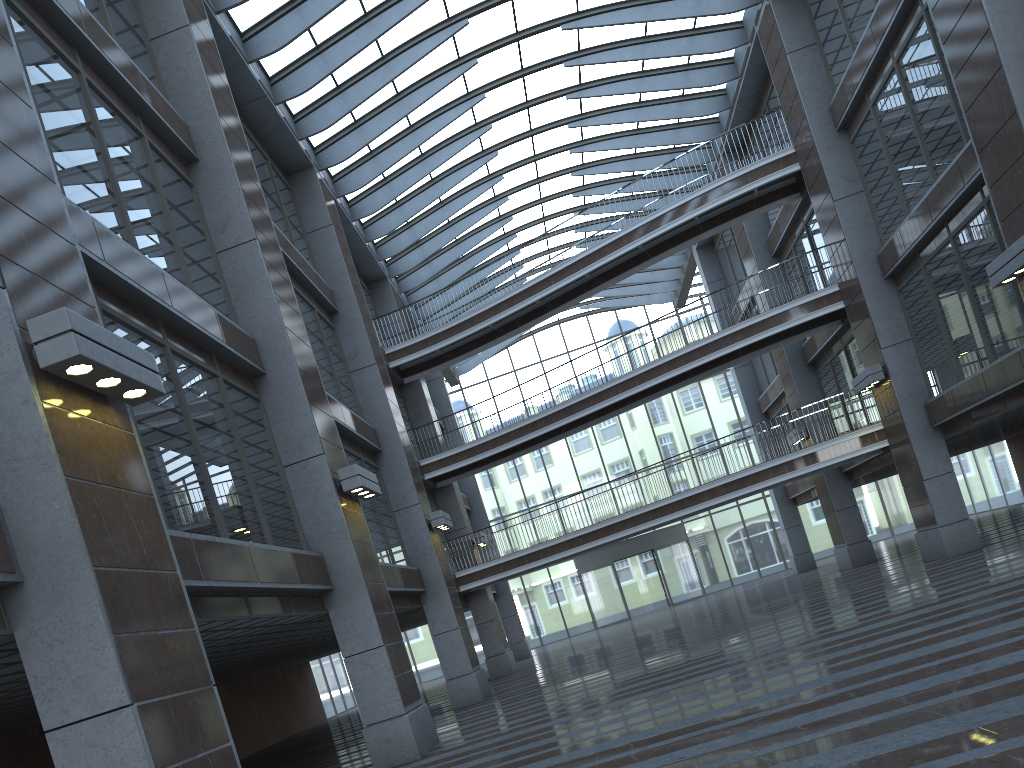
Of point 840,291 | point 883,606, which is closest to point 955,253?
point 840,291
